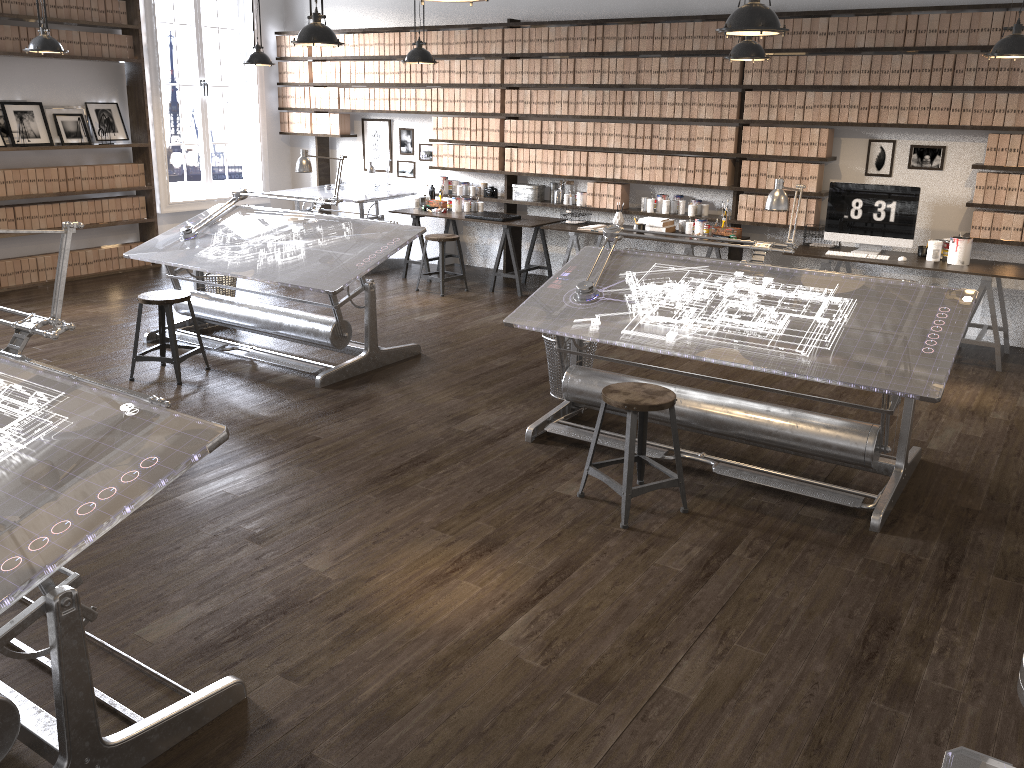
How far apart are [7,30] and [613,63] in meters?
5.2 m

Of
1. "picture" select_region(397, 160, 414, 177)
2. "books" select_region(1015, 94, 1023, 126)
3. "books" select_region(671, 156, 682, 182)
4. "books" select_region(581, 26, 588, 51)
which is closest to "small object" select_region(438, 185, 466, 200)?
"picture" select_region(397, 160, 414, 177)

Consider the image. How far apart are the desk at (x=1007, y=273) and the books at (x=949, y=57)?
1.2m

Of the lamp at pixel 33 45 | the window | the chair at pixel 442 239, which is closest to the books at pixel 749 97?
the chair at pixel 442 239

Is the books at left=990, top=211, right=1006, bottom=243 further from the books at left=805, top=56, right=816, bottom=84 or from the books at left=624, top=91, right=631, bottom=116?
the books at left=624, top=91, right=631, bottom=116

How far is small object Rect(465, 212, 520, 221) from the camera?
8.0m

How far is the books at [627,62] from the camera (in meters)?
7.59

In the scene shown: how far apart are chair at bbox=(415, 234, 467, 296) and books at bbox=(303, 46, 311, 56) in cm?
313

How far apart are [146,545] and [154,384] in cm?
216

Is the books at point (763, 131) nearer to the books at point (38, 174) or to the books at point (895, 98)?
the books at point (895, 98)
